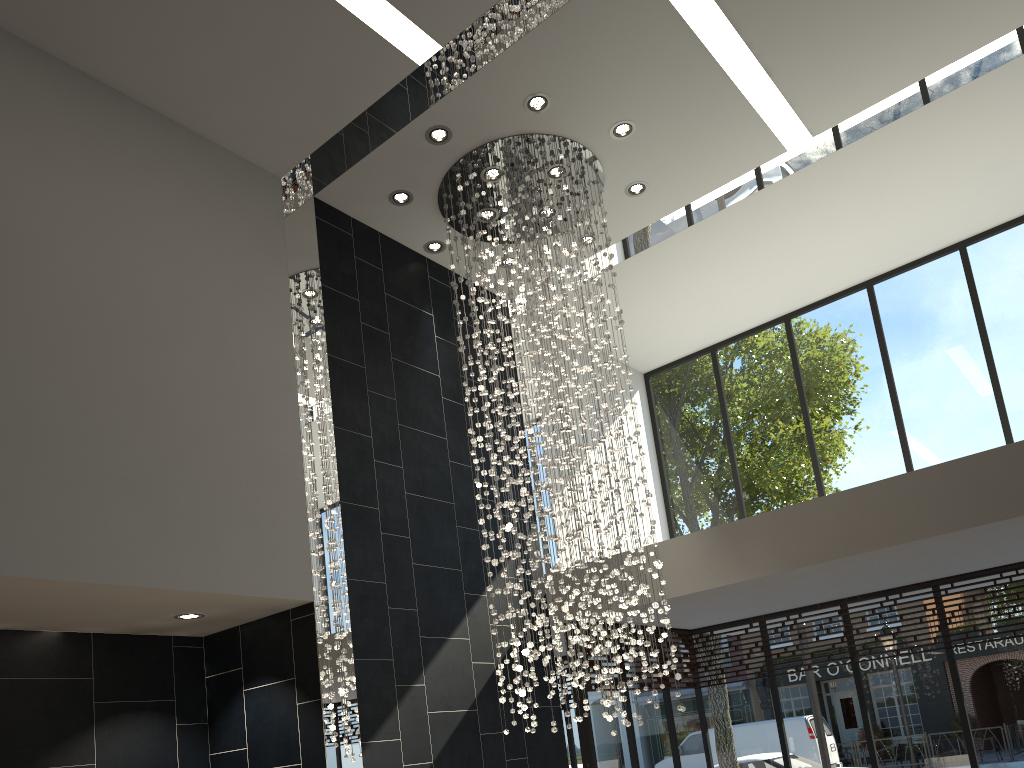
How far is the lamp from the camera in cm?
644

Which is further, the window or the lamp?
the window

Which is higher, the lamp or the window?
the lamp

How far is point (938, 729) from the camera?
7.69m

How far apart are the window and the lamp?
1.3m

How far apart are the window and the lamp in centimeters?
127cm

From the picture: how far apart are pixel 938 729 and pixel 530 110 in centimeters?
632cm

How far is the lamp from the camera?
6.4 meters

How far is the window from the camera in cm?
769

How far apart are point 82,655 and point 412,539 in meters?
2.3 m
